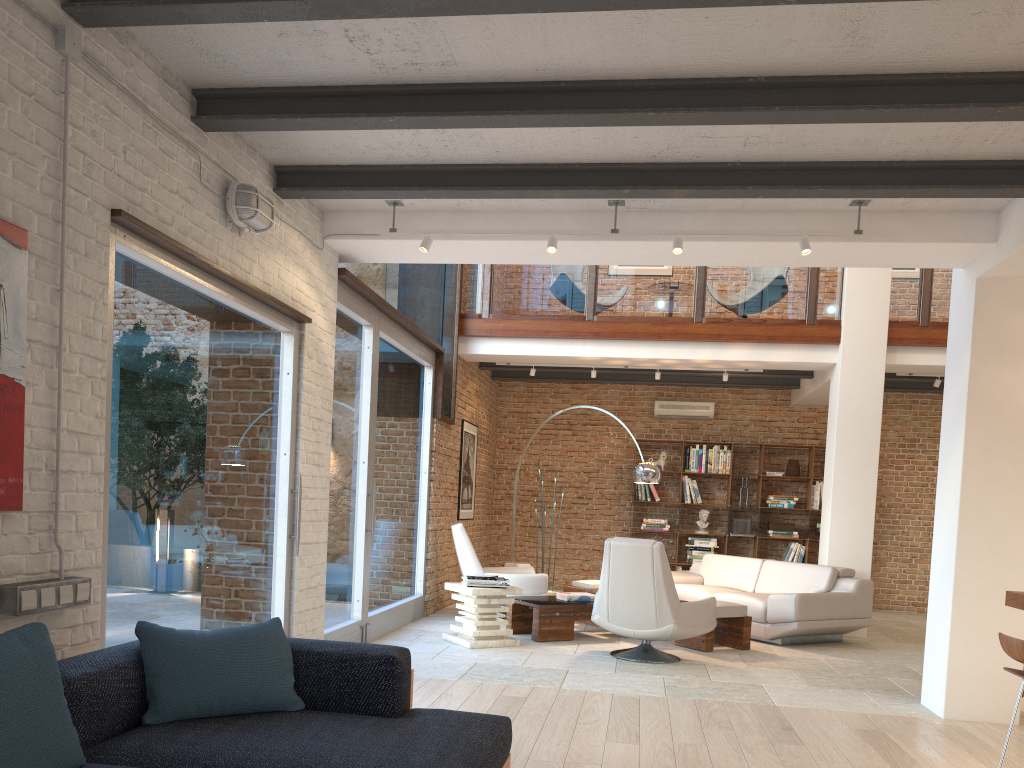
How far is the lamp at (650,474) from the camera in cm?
884

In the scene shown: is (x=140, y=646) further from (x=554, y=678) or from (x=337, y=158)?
(x=554, y=678)

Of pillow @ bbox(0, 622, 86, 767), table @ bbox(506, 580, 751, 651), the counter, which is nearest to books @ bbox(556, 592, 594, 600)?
table @ bbox(506, 580, 751, 651)

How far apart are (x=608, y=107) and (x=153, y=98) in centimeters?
206cm

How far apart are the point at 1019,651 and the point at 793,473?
8.37m

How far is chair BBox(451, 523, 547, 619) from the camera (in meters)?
8.43

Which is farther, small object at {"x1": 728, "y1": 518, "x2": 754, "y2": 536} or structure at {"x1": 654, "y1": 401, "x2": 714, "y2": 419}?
structure at {"x1": 654, "y1": 401, "x2": 714, "y2": 419}

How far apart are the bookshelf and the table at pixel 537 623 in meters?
3.9

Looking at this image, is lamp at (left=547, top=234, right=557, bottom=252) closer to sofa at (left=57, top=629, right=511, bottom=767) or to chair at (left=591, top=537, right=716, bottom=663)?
chair at (left=591, top=537, right=716, bottom=663)

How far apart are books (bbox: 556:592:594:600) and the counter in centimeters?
421cm
